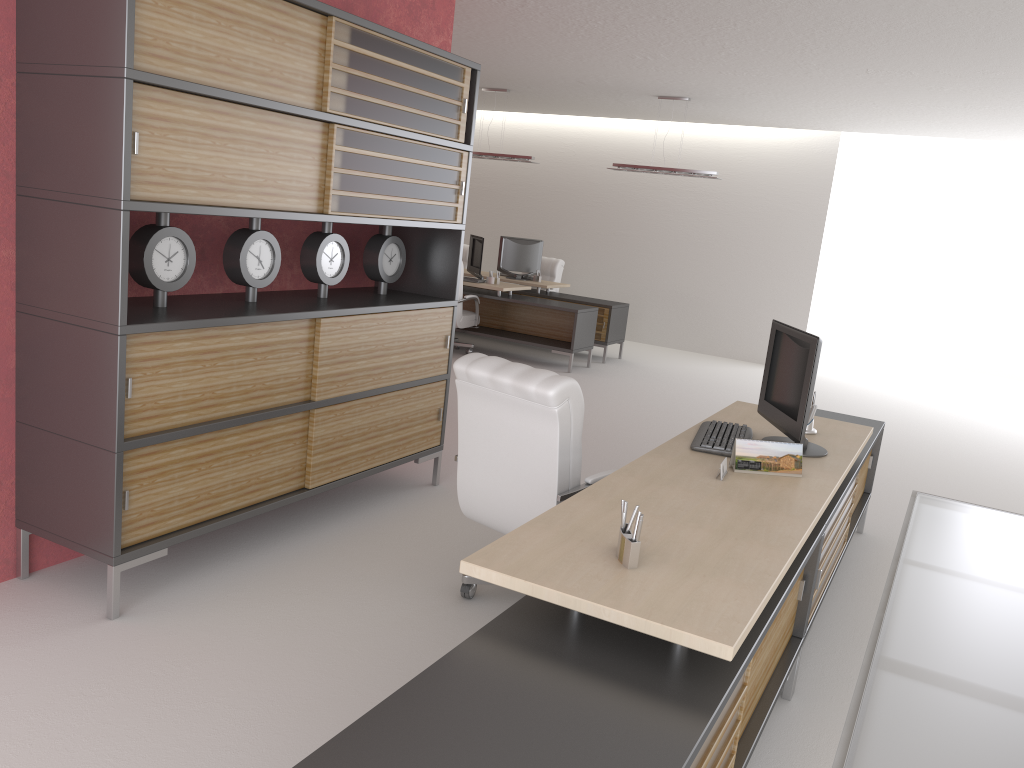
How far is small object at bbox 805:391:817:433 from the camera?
6.2 meters

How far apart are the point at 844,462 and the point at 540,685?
3.3 meters

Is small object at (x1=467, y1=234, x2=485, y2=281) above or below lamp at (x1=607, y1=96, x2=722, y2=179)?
below

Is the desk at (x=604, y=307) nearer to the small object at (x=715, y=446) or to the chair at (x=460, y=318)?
the chair at (x=460, y=318)

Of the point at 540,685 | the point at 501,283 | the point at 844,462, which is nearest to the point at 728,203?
the point at 501,283

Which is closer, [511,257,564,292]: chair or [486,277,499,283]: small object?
[486,277,499,283]: small object

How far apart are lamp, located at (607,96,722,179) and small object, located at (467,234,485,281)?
2.7 meters

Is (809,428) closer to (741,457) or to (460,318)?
(741,457)

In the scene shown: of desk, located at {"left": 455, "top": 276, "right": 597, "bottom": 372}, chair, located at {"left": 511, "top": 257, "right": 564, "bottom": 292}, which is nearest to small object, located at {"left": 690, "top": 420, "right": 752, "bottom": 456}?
desk, located at {"left": 455, "top": 276, "right": 597, "bottom": 372}

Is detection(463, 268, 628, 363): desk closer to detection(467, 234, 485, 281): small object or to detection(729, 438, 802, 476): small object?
detection(467, 234, 485, 281): small object
